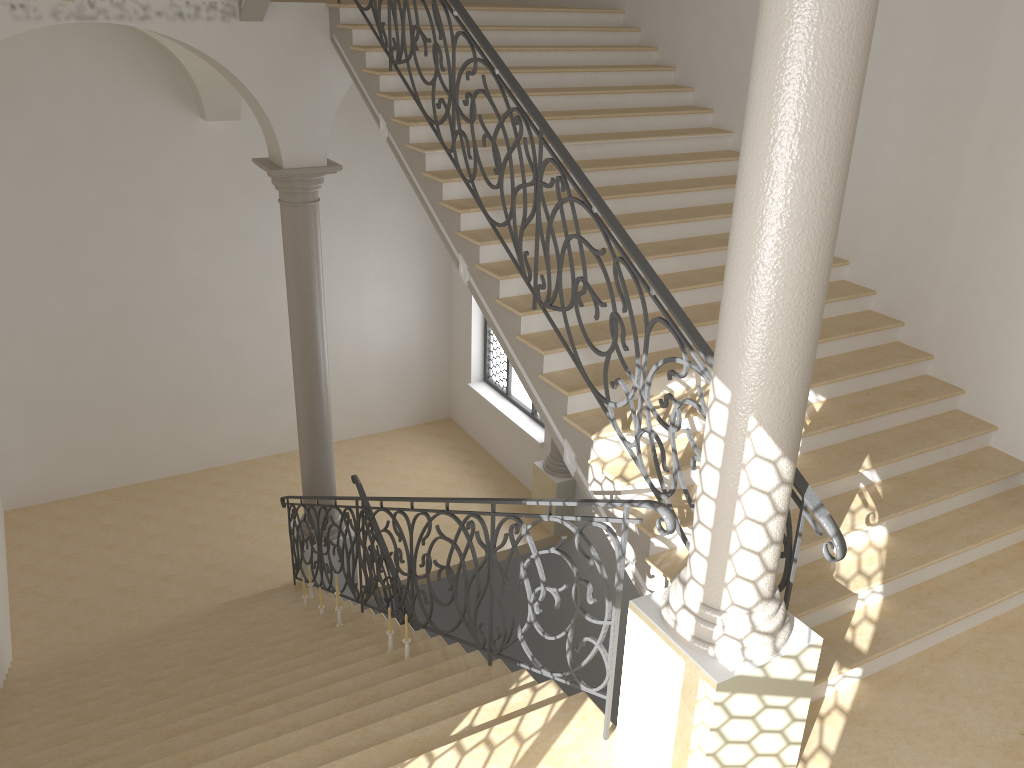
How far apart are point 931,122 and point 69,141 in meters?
9.4 m

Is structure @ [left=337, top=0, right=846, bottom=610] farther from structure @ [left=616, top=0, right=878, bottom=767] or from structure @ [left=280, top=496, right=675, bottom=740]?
structure @ [left=280, top=496, right=675, bottom=740]

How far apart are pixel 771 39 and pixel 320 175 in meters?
6.3

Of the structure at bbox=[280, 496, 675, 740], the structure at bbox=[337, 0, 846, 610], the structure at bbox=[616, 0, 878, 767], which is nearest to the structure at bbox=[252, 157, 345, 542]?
the structure at bbox=[280, 496, 675, 740]

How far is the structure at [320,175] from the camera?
8.5 meters

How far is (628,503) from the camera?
3.73m

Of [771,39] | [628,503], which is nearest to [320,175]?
[628,503]

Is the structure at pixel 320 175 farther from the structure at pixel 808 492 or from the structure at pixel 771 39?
the structure at pixel 771 39

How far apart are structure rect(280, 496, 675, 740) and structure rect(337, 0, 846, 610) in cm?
73

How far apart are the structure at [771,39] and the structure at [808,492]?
0.2 meters
